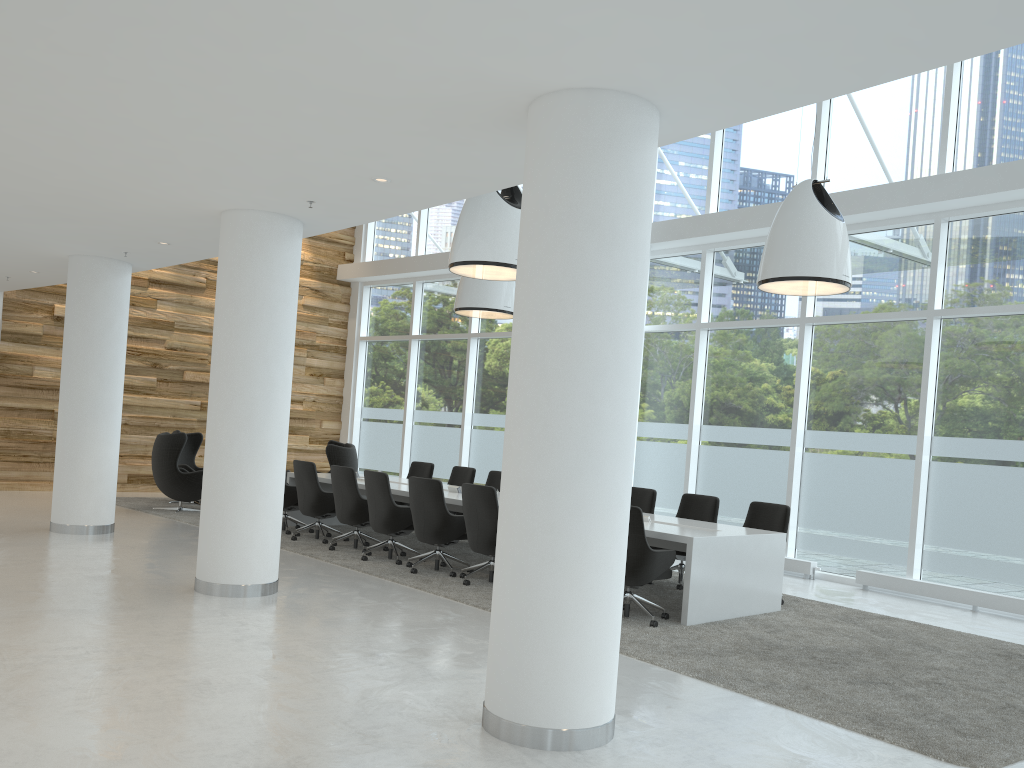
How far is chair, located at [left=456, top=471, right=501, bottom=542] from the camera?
11.8 meters

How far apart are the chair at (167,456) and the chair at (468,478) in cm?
360

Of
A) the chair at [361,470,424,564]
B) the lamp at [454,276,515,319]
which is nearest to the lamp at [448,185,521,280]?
the chair at [361,470,424,564]

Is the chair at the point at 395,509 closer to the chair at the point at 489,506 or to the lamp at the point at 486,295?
the chair at the point at 489,506

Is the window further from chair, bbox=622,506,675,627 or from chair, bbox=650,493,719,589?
chair, bbox=622,506,675,627

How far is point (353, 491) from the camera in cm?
991

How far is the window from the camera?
9.6m

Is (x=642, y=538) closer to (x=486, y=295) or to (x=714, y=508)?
(x=714, y=508)

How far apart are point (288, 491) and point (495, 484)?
2.7m

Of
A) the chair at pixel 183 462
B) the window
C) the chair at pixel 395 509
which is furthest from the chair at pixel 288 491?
the window
